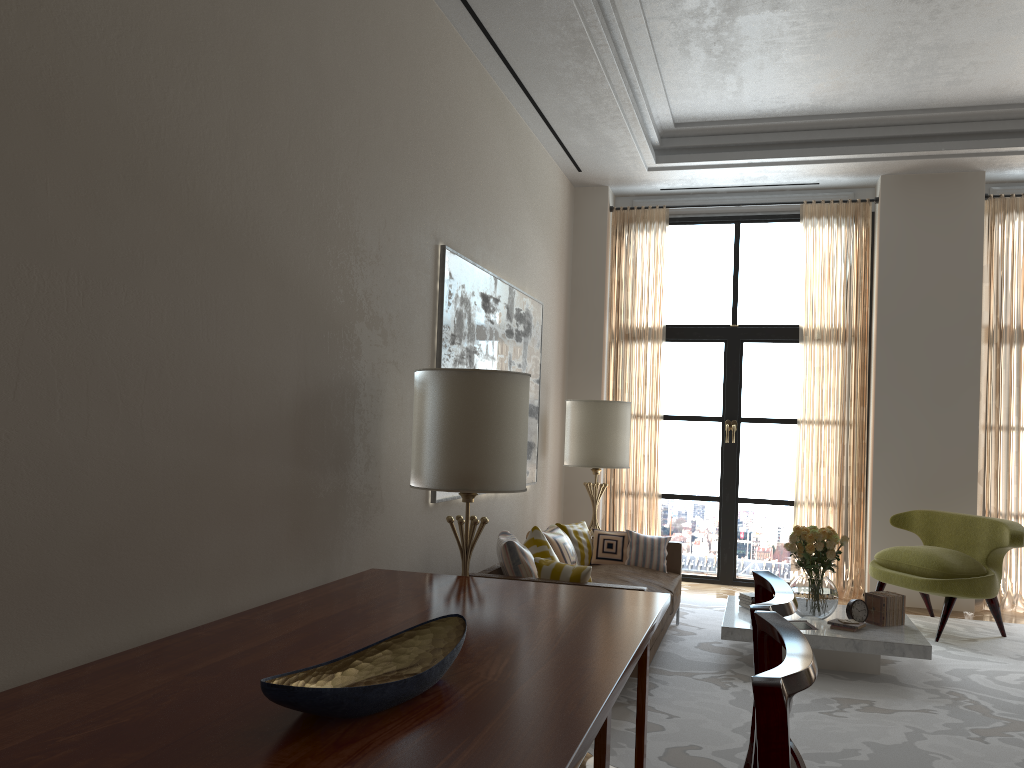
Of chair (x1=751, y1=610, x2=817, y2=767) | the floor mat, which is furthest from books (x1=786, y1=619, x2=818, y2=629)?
chair (x1=751, y1=610, x2=817, y2=767)

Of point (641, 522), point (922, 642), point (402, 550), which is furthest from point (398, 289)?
point (641, 522)

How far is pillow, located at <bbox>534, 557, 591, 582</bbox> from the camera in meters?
6.3

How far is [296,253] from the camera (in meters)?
4.81

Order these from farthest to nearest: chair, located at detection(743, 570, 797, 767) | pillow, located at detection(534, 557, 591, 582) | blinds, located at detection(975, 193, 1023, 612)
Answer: blinds, located at detection(975, 193, 1023, 612), pillow, located at detection(534, 557, 591, 582), chair, located at detection(743, 570, 797, 767)

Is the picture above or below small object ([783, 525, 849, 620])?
above

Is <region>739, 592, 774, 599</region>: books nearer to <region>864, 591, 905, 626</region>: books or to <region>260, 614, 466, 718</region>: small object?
<region>864, 591, 905, 626</region>: books

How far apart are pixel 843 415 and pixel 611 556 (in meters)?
3.75

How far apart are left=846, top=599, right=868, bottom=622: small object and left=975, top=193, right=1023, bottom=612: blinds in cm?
363

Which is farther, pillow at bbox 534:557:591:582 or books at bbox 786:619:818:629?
books at bbox 786:619:818:629
